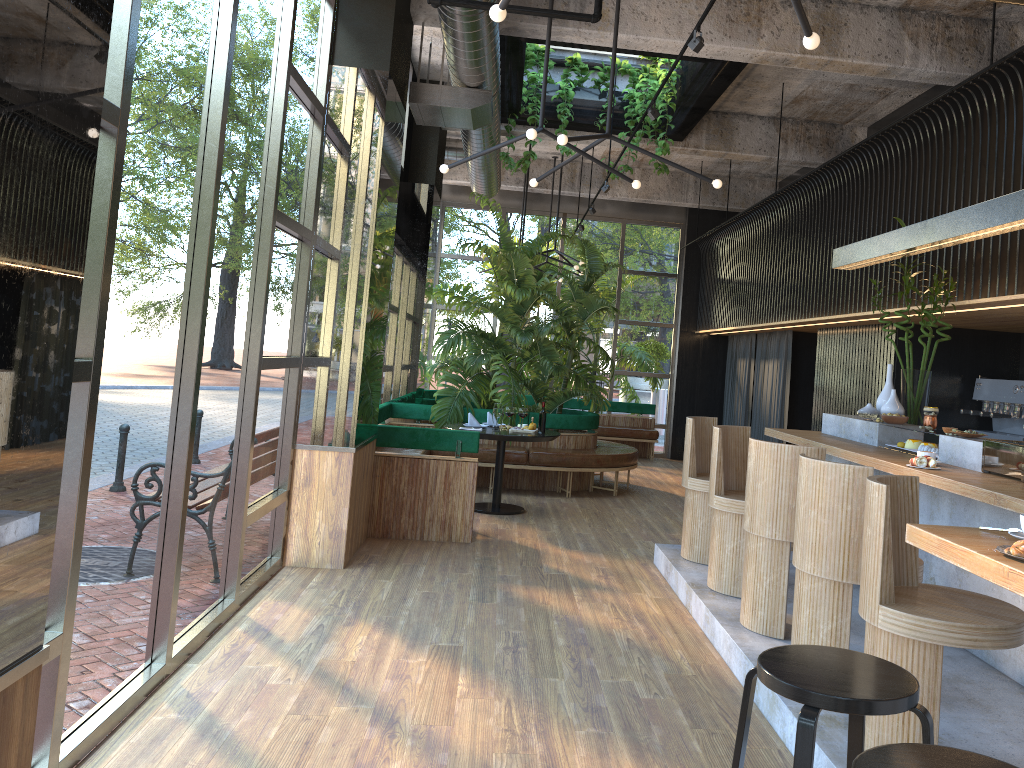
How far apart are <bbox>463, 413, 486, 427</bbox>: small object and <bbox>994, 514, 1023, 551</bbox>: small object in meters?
6.3

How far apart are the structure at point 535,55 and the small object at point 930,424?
4.2 meters

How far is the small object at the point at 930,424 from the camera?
5.50m

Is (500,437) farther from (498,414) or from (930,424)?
(930,424)

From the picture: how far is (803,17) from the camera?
2.9m

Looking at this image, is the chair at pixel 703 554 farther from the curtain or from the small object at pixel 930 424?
the curtain

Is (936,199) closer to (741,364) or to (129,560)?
(129,560)

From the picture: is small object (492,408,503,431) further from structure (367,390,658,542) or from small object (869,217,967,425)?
small object (869,217,967,425)

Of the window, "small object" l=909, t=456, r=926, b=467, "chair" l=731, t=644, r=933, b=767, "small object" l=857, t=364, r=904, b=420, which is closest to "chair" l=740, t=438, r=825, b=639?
"small object" l=909, t=456, r=926, b=467

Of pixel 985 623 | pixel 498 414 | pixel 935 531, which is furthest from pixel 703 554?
pixel 935 531
